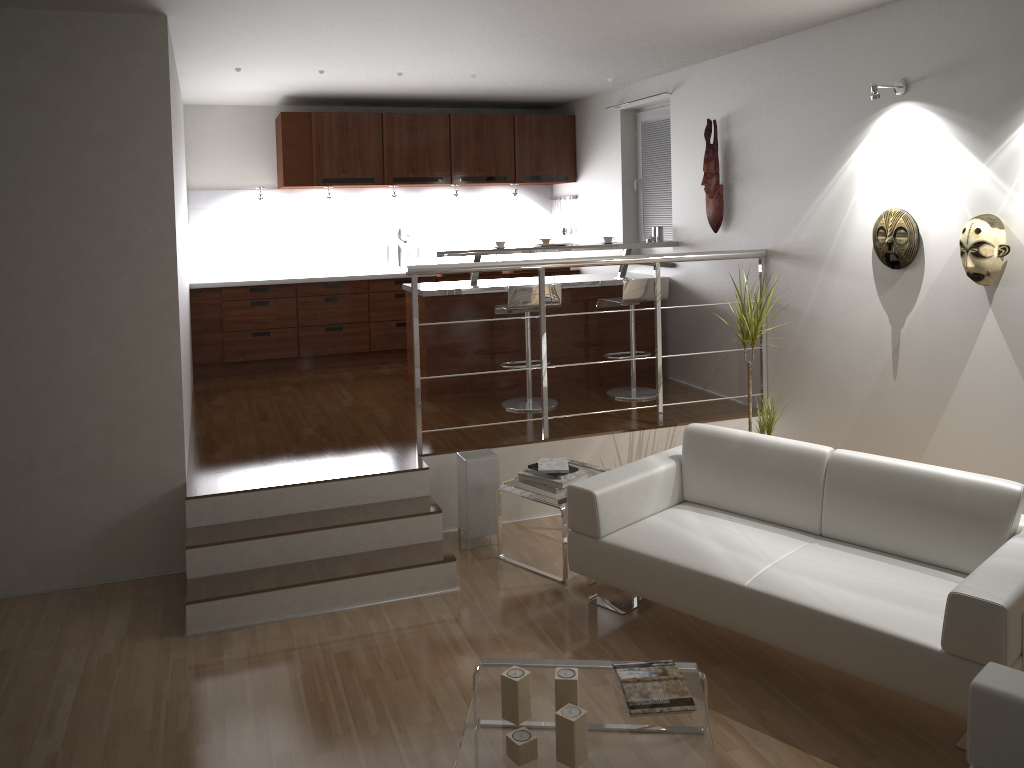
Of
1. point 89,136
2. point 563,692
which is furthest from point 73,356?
point 563,692

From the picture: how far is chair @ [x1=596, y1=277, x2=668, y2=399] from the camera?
6.0m

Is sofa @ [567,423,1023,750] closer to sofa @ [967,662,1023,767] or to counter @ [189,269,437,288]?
sofa @ [967,662,1023,767]

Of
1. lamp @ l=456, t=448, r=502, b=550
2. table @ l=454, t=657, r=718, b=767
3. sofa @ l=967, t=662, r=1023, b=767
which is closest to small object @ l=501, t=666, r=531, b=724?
table @ l=454, t=657, r=718, b=767

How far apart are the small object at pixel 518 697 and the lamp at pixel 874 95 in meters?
3.2 m

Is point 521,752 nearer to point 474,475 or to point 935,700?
point 935,700

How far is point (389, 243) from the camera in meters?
8.1

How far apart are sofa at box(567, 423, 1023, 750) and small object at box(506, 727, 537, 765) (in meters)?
1.14

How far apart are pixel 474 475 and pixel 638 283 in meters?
2.0

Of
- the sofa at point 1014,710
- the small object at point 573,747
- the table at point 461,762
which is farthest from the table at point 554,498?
the sofa at point 1014,710
